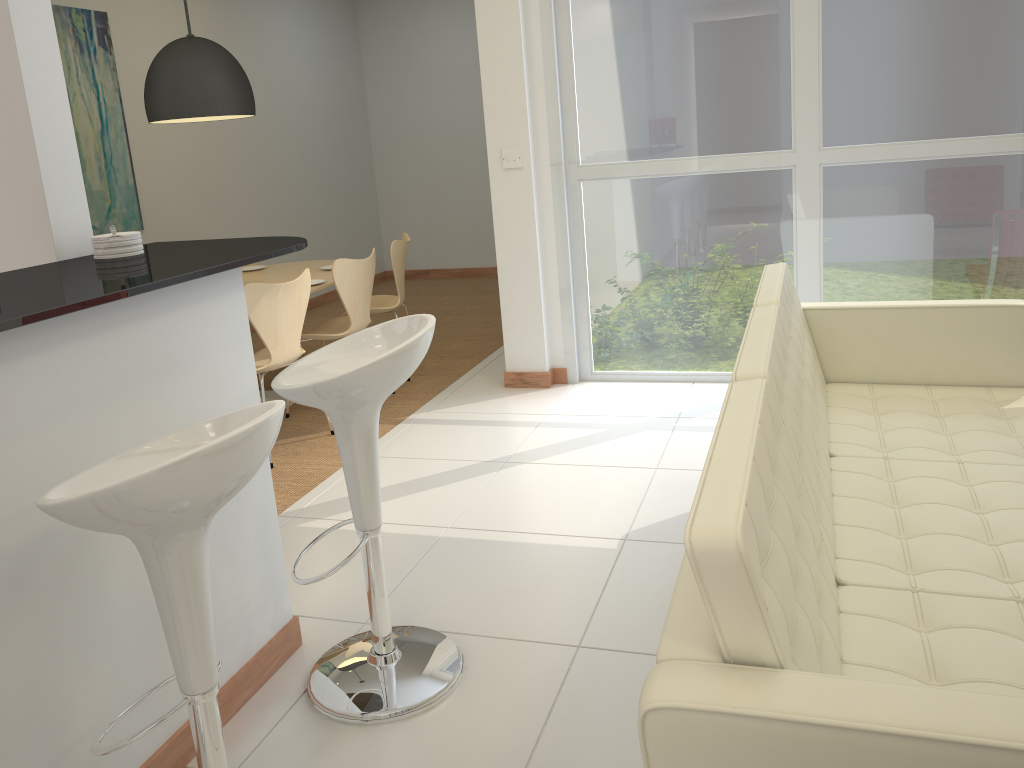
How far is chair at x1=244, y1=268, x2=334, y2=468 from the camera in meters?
4.2

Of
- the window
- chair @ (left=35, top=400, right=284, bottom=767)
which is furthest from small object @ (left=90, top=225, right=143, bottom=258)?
the window

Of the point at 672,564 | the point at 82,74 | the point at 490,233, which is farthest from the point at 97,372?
the point at 490,233

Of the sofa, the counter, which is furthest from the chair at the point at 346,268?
the sofa

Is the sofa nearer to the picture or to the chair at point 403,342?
the chair at point 403,342

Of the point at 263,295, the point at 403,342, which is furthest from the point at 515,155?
the point at 403,342

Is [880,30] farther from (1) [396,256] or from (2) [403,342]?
(2) [403,342]

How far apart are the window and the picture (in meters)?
3.18

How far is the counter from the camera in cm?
177

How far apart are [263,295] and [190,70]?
1.4m
